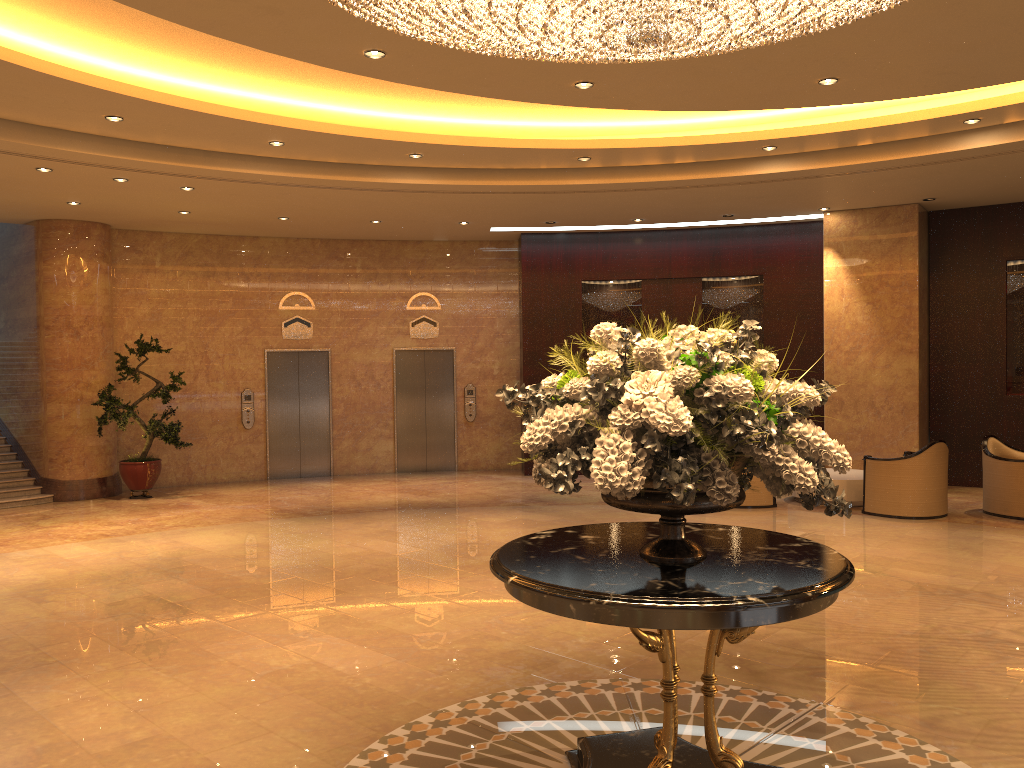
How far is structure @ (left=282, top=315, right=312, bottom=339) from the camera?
14.63m

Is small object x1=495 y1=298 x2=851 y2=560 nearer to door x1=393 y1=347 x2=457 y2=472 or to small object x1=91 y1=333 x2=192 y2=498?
small object x1=91 y1=333 x2=192 y2=498

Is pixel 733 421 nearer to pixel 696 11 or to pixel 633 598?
pixel 633 598

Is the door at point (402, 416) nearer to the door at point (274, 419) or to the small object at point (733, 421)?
the door at point (274, 419)

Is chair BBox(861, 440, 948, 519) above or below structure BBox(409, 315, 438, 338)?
below

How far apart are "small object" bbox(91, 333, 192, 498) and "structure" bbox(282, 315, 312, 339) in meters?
2.2 m

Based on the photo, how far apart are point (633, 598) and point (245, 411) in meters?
12.2

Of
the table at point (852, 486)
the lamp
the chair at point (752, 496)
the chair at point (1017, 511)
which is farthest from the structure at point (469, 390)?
the lamp

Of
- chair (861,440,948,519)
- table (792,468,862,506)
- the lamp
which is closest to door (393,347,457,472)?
table (792,468,862,506)

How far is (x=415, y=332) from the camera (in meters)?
15.20
